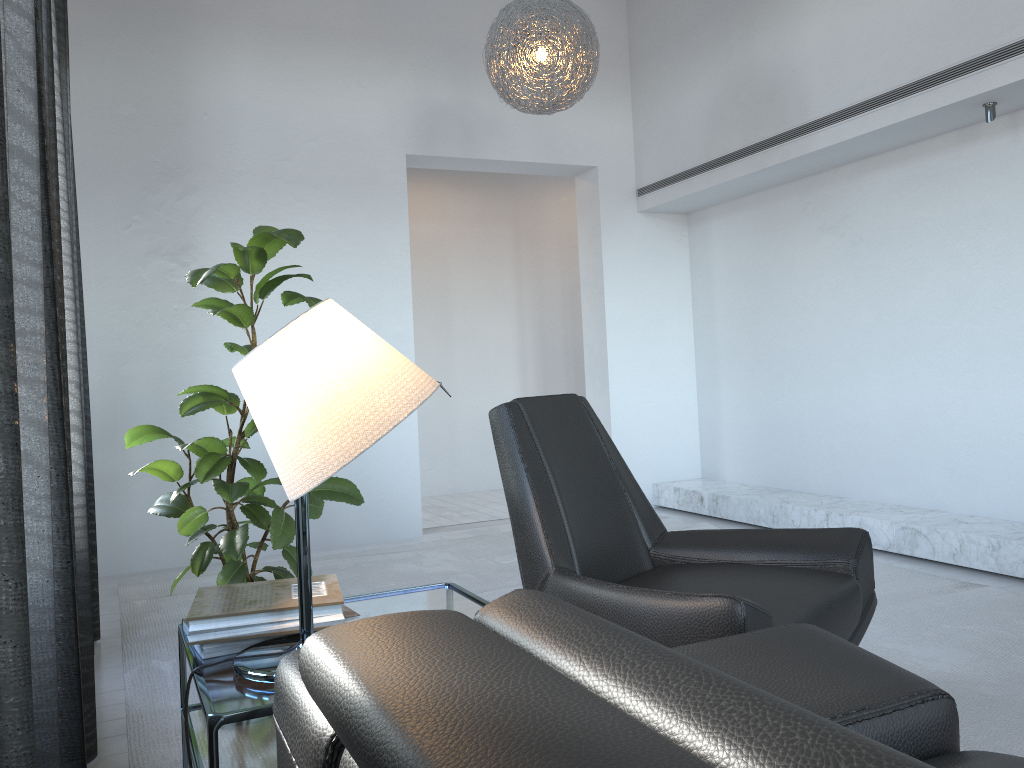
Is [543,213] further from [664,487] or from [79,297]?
[79,297]

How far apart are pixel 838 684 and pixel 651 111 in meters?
4.7

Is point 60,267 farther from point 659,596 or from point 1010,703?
point 1010,703

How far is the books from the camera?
1.6 meters

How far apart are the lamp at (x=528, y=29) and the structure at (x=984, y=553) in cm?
227

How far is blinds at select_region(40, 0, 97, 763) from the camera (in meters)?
1.82

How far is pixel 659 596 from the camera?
1.8m

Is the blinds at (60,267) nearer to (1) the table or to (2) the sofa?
(1) the table

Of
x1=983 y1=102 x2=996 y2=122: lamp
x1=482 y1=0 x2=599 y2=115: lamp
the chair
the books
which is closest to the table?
the books

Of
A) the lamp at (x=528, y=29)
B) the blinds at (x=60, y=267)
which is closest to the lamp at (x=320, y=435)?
the blinds at (x=60, y=267)
